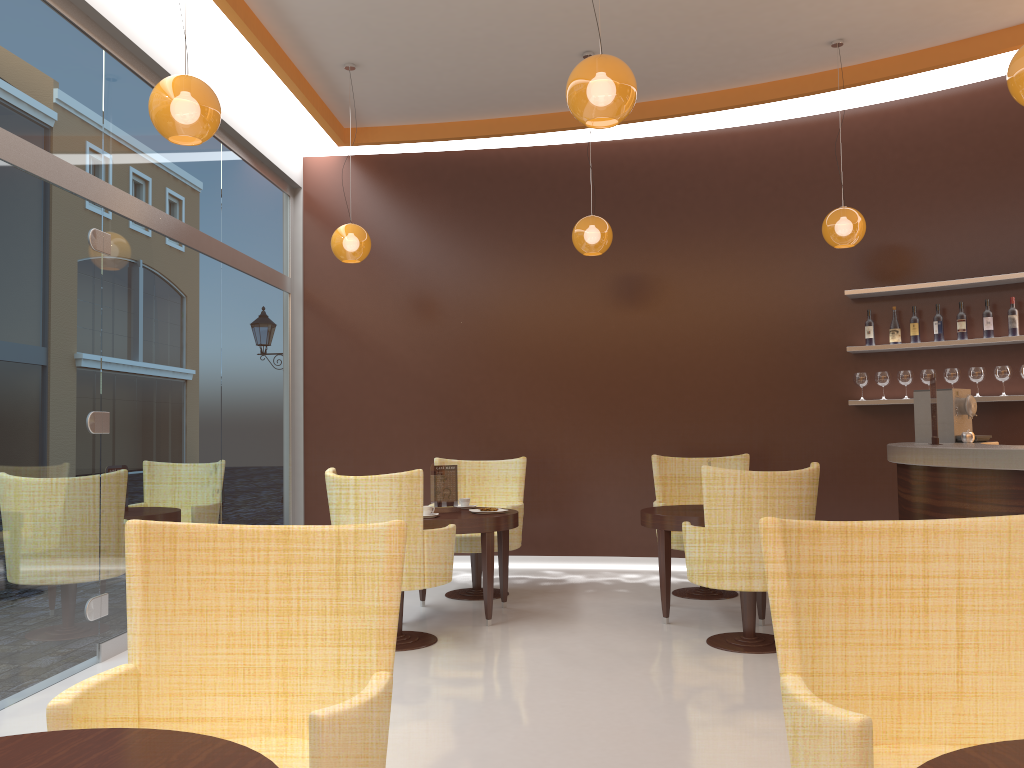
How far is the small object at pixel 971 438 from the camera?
5.4m

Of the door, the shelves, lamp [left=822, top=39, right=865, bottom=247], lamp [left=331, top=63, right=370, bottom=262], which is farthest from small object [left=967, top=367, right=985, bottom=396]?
the door

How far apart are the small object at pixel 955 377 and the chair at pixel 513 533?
3.2 meters

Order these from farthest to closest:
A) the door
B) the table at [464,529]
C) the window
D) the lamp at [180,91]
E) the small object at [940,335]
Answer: the small object at [940,335], the table at [464,529], the window, the door, the lamp at [180,91]

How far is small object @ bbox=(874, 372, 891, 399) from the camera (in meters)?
6.87

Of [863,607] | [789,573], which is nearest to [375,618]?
[789,573]

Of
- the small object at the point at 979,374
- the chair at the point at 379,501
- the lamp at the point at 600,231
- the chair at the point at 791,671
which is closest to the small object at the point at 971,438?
the small object at the point at 979,374

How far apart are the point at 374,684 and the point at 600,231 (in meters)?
4.85

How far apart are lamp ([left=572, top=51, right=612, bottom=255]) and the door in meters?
3.1 m

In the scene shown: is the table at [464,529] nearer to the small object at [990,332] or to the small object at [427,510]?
the small object at [427,510]
